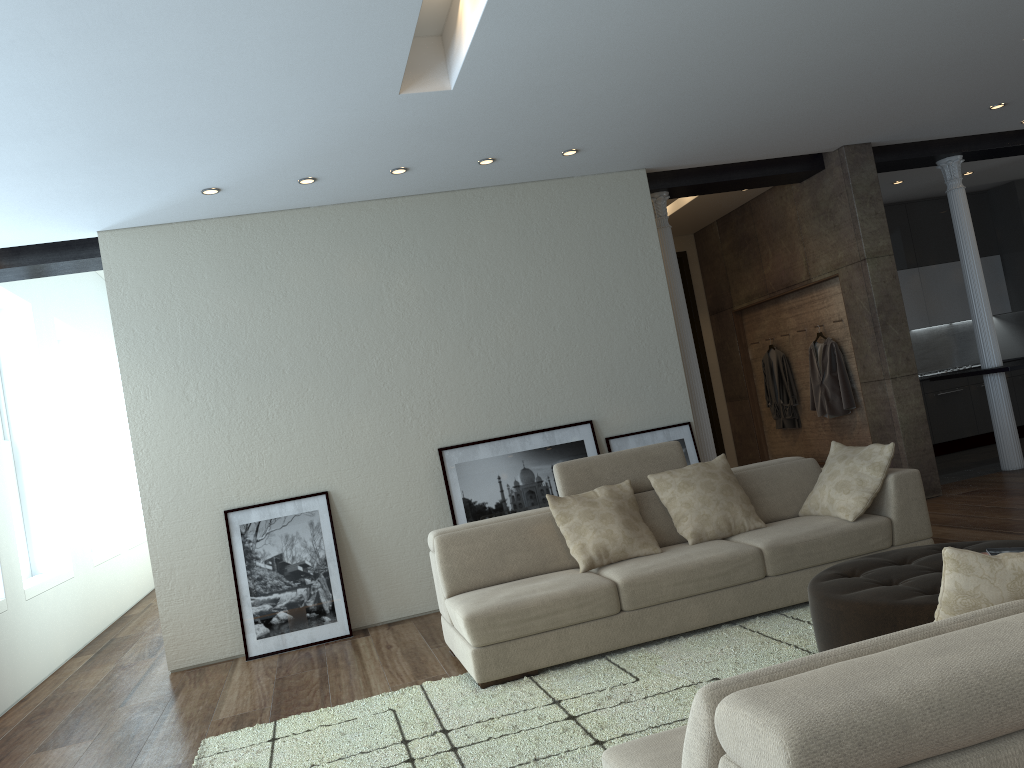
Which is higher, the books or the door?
the door

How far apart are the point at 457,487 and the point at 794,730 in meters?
5.1

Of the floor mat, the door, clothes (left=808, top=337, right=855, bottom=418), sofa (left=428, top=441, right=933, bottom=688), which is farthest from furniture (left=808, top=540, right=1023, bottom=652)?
the door

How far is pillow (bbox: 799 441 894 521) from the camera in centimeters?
473cm

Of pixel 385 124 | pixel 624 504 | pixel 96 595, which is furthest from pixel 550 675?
pixel 96 595

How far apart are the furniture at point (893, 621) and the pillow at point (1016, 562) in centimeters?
125cm

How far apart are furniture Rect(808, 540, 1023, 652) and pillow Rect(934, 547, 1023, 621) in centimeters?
125cm

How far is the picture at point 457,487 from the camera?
6.3 meters

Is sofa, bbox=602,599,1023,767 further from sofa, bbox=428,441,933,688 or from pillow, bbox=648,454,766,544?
pillow, bbox=648,454,766,544

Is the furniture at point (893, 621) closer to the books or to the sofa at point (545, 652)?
the books
